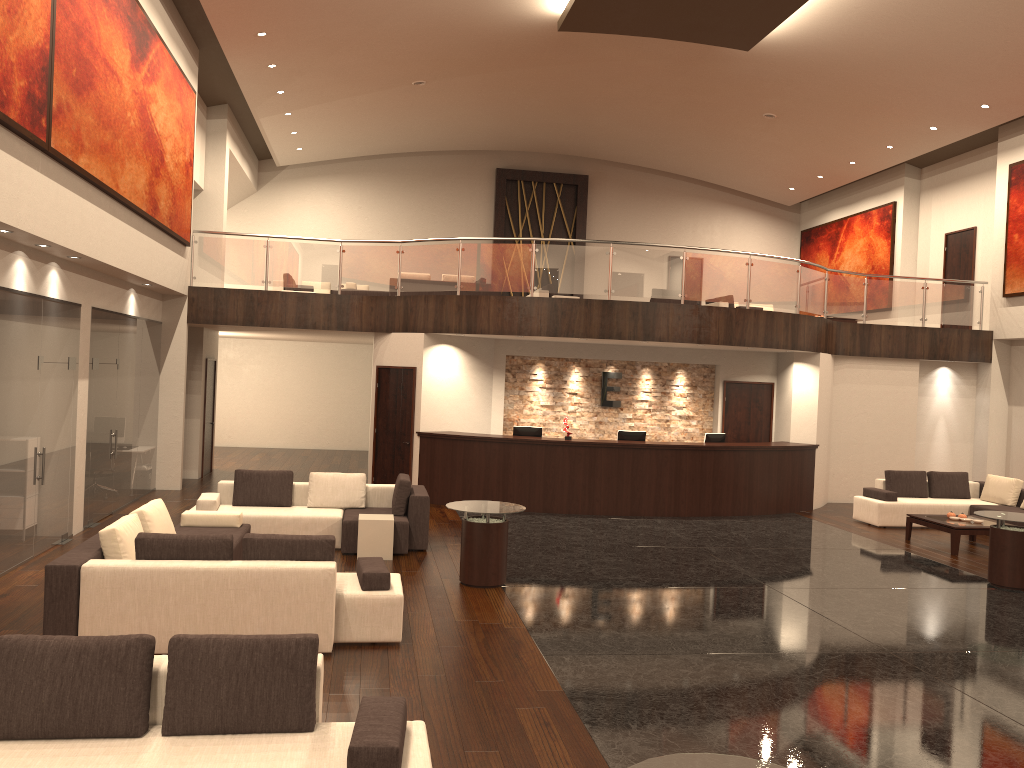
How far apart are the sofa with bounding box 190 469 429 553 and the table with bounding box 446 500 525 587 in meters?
1.3 m

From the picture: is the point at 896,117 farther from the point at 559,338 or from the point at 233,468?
the point at 233,468

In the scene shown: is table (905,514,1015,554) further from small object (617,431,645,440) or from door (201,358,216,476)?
door (201,358,216,476)

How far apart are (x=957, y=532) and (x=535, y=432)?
6.37m

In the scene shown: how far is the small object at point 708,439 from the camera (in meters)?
15.04

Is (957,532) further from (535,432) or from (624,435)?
(535,432)

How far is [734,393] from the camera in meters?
16.5 m

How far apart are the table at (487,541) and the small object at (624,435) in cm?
566

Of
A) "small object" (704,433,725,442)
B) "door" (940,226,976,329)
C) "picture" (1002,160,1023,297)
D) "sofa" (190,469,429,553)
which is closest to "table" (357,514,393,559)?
"sofa" (190,469,429,553)

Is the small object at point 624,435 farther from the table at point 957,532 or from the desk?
the table at point 957,532
